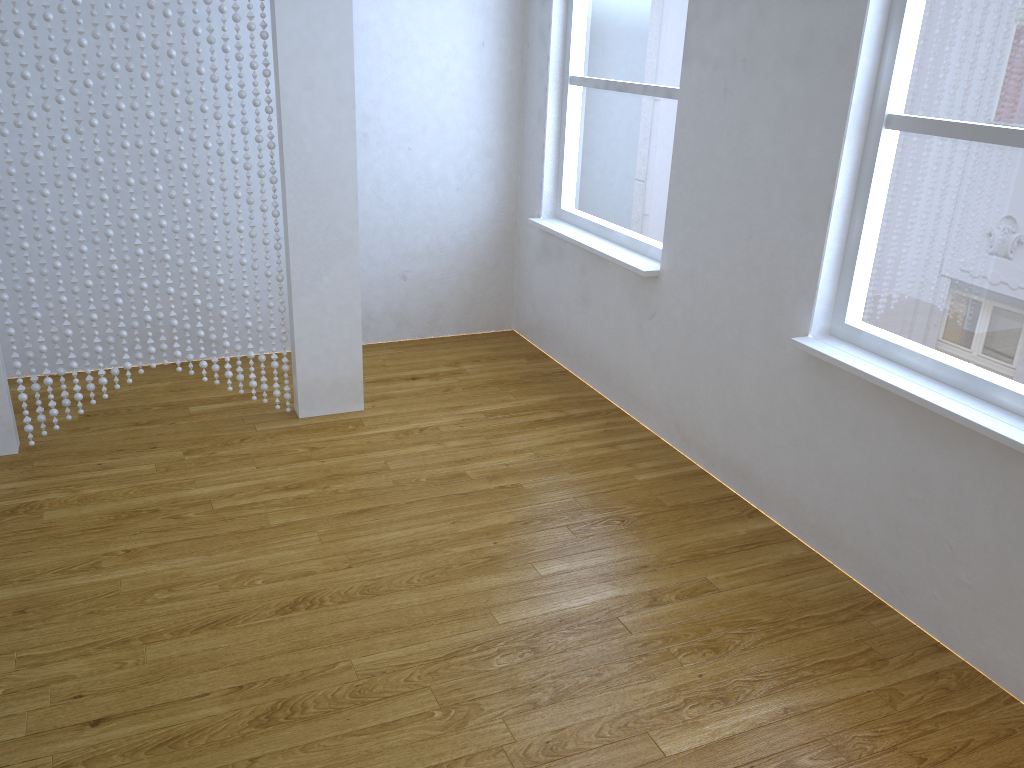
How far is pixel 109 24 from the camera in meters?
2.8

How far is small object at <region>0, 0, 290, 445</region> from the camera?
2.75m

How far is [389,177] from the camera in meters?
4.1

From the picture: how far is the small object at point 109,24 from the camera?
2.8 meters
